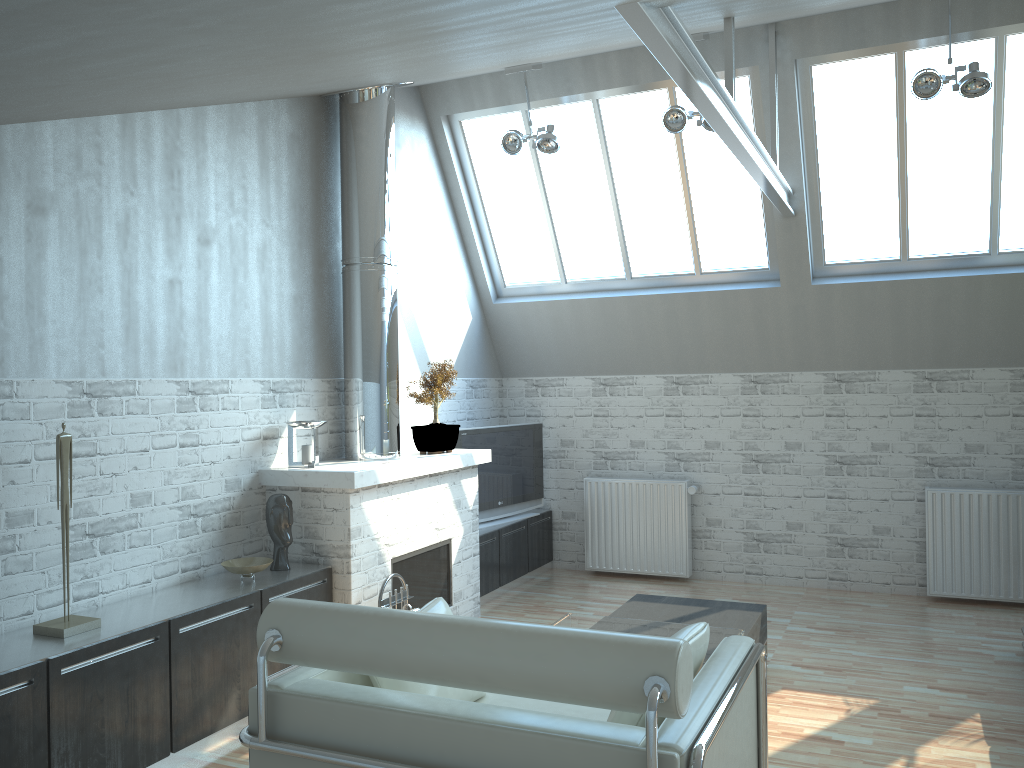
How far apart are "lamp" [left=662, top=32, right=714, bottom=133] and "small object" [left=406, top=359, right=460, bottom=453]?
4.2 meters

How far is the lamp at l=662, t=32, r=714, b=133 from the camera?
10.9m

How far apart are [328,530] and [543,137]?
5.8m

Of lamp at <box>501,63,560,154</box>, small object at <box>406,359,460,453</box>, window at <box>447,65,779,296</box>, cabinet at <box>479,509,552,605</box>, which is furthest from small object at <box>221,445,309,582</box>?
window at <box>447,65,779,296</box>

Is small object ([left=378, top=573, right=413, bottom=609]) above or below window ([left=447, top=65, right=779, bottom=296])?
below

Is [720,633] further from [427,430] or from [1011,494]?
[1011,494]

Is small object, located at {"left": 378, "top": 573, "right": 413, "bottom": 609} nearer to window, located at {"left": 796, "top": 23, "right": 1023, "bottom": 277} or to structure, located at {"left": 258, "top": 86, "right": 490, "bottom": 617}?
structure, located at {"left": 258, "top": 86, "right": 490, "bottom": 617}

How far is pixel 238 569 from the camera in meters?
8.6 m

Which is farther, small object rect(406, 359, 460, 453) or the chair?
small object rect(406, 359, 460, 453)

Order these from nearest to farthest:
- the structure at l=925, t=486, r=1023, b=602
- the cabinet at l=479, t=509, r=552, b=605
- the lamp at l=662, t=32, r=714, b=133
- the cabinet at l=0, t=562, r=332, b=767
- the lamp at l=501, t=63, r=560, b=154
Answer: the cabinet at l=0, t=562, r=332, b=767 < the lamp at l=662, t=32, r=714, b=133 < the lamp at l=501, t=63, r=560, b=154 < the structure at l=925, t=486, r=1023, b=602 < the cabinet at l=479, t=509, r=552, b=605
